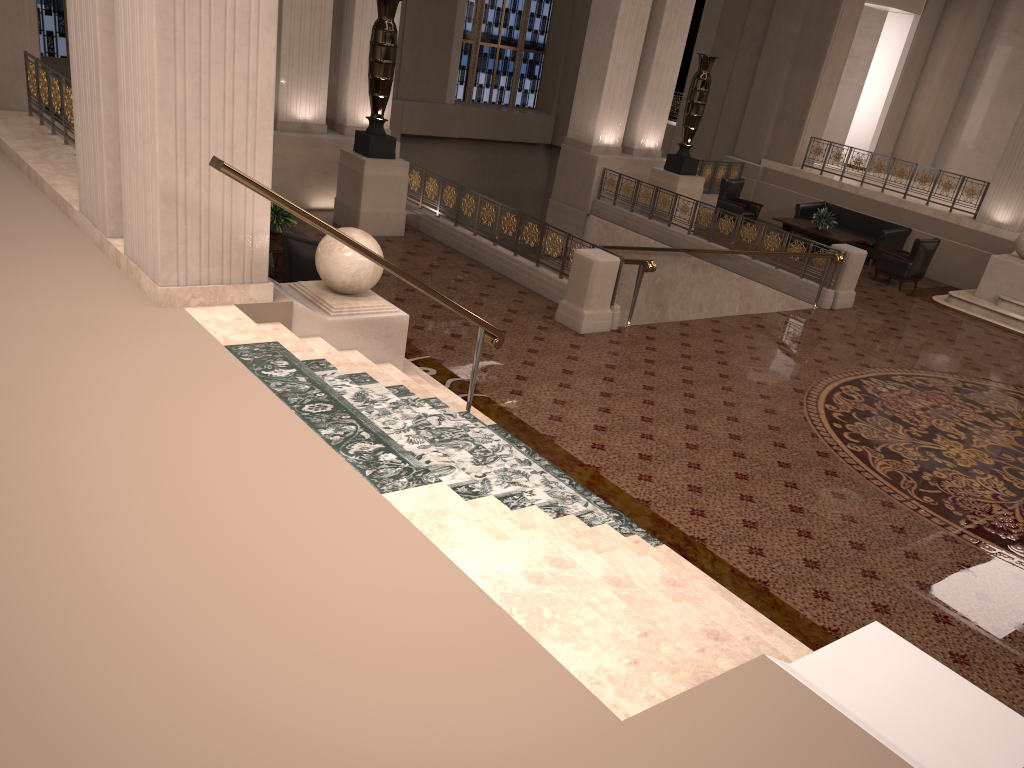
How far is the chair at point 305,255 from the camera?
8.06m

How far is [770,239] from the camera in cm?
1322

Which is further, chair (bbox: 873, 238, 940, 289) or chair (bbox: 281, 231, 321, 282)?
chair (bbox: 873, 238, 940, 289)

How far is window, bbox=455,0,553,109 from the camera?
21.97m

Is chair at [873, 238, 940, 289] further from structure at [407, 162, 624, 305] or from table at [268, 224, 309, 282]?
table at [268, 224, 309, 282]

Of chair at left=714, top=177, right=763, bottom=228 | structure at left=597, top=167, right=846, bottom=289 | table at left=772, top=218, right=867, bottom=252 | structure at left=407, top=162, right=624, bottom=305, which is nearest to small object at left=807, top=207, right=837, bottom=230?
table at left=772, top=218, right=867, bottom=252

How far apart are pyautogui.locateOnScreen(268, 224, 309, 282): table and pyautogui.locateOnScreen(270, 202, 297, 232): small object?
0.1 meters

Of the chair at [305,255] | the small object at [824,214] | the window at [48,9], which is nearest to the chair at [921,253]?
the small object at [824,214]

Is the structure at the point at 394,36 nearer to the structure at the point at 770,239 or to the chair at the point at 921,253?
the structure at the point at 770,239

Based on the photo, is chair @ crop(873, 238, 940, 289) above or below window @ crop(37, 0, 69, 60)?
below
